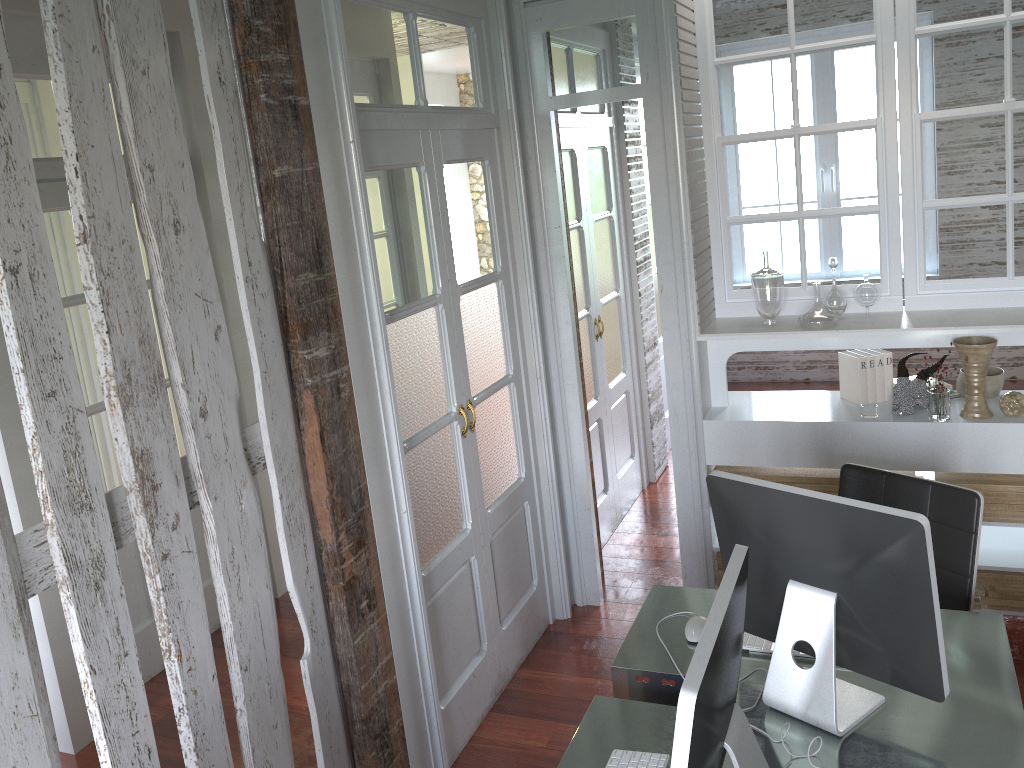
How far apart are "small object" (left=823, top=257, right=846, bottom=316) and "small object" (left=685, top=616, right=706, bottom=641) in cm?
163

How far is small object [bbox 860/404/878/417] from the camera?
3.30m

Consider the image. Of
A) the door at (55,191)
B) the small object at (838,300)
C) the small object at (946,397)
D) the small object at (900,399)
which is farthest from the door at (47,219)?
the small object at (946,397)

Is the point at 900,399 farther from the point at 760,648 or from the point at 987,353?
the point at 760,648

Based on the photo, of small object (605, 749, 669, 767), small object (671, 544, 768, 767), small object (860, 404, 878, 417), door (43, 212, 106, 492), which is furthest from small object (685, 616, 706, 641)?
door (43, 212, 106, 492)

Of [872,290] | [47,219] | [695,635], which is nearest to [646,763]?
[695,635]

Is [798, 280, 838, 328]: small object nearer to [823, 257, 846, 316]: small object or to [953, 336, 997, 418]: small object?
[823, 257, 846, 316]: small object

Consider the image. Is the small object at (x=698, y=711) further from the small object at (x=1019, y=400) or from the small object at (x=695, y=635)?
the small object at (x=1019, y=400)

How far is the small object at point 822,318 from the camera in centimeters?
330cm

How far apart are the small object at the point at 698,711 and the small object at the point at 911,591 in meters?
0.3 m
